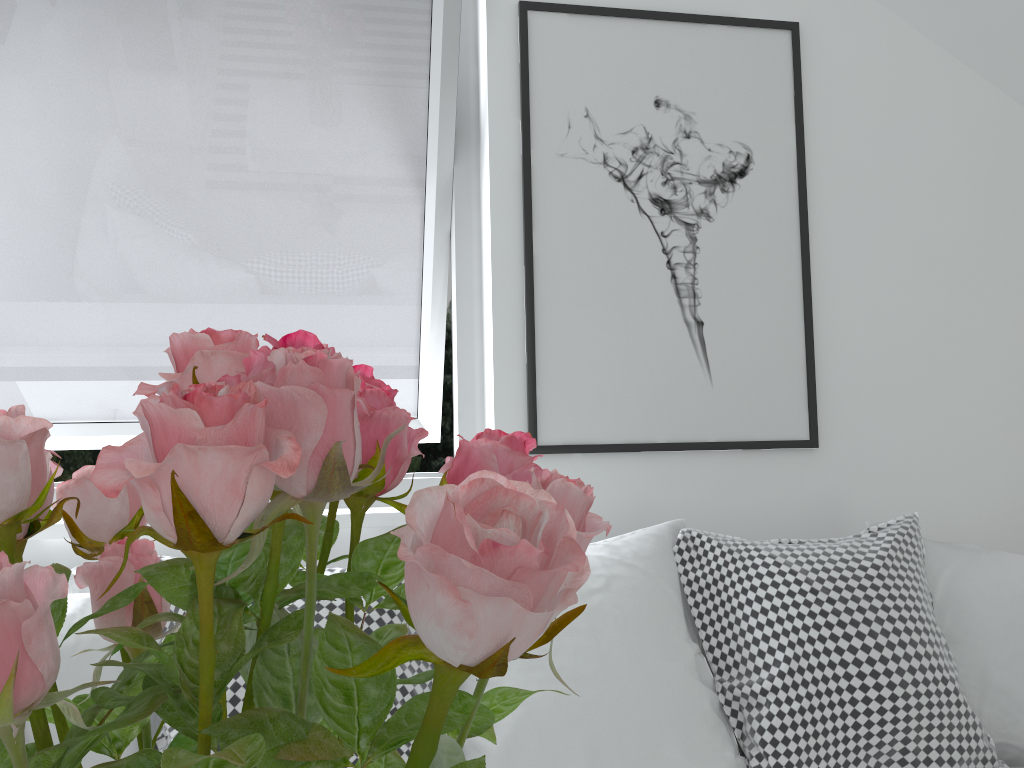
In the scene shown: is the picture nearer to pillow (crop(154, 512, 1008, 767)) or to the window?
the window

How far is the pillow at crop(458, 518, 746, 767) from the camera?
1.4m

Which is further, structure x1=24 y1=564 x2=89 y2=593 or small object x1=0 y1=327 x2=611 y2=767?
structure x1=24 y1=564 x2=89 y2=593

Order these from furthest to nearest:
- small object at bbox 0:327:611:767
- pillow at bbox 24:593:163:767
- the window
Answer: the window → pillow at bbox 24:593:163:767 → small object at bbox 0:327:611:767

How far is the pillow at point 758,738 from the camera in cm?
147

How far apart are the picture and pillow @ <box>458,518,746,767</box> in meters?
0.3

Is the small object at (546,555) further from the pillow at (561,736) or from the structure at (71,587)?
the structure at (71,587)

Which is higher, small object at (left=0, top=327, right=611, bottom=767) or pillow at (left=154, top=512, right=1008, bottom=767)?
small object at (left=0, top=327, right=611, bottom=767)

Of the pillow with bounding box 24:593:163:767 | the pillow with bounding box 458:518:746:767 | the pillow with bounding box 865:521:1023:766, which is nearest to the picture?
the pillow with bounding box 458:518:746:767

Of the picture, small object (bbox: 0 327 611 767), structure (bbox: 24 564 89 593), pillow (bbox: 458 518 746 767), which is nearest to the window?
the picture
